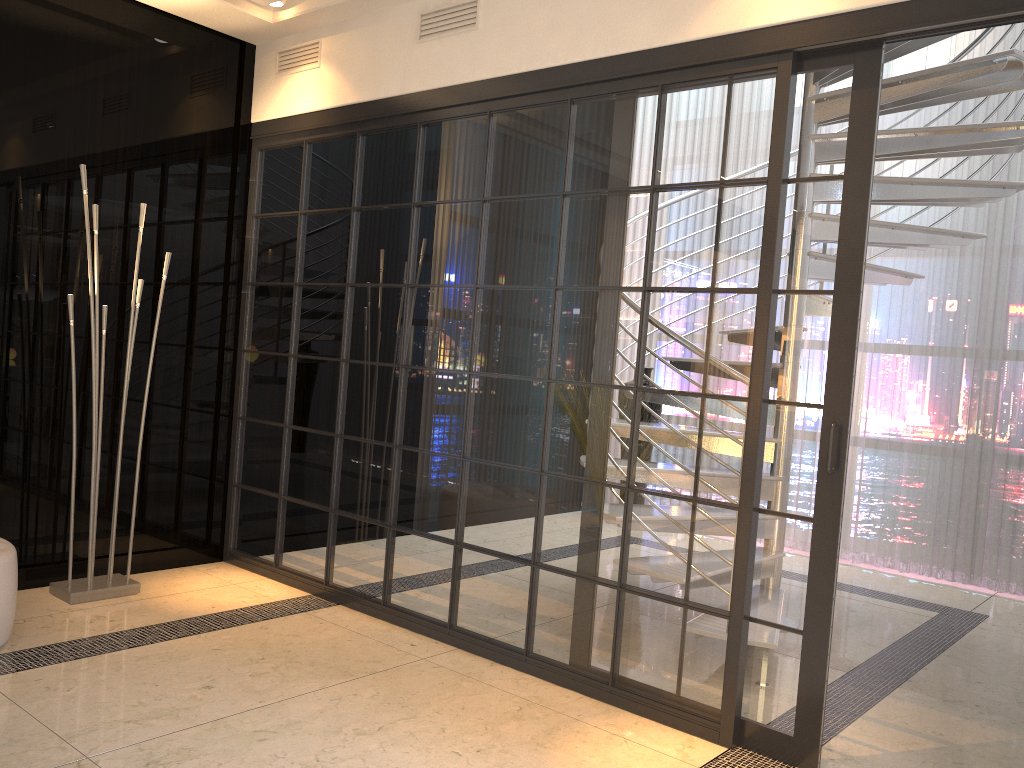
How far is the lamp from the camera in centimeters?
367cm

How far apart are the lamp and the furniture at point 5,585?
0.5m

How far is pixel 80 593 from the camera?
3.7m

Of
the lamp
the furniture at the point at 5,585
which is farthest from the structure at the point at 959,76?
the furniture at the point at 5,585

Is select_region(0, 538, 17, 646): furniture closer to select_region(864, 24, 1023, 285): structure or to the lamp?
the lamp

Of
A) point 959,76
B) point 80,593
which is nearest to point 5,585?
point 80,593

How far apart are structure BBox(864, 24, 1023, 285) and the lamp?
3.38m

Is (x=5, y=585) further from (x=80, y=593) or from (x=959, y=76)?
(x=959, y=76)

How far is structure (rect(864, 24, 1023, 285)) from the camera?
3.6 meters

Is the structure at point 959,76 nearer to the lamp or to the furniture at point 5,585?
the lamp
